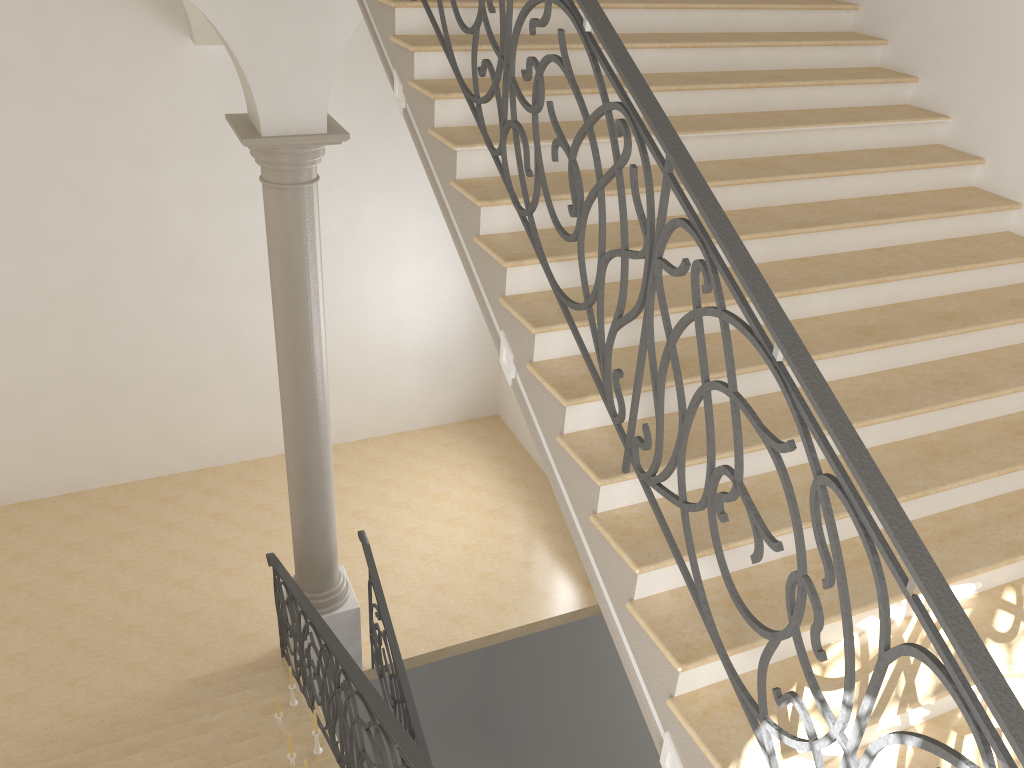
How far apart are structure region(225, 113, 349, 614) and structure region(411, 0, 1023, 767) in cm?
171

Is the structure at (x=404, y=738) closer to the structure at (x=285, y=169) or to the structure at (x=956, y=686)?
the structure at (x=285, y=169)

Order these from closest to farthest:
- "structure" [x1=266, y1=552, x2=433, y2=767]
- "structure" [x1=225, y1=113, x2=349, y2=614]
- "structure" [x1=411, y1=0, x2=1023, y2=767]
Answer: "structure" [x1=411, y1=0, x2=1023, y2=767], "structure" [x1=266, y1=552, x2=433, y2=767], "structure" [x1=225, y1=113, x2=349, y2=614]

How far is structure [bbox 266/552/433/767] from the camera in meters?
3.7 m

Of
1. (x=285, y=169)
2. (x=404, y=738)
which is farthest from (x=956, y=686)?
(x=285, y=169)

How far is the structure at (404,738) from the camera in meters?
3.7

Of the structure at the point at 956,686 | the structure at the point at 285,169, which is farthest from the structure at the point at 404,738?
the structure at the point at 956,686

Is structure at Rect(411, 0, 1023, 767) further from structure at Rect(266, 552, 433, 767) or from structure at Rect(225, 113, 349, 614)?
structure at Rect(225, 113, 349, 614)

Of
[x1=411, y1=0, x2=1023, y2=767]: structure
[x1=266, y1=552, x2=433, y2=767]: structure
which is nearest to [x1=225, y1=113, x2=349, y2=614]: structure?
[x1=266, y1=552, x2=433, y2=767]: structure

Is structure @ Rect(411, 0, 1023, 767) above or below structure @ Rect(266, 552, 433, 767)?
above
